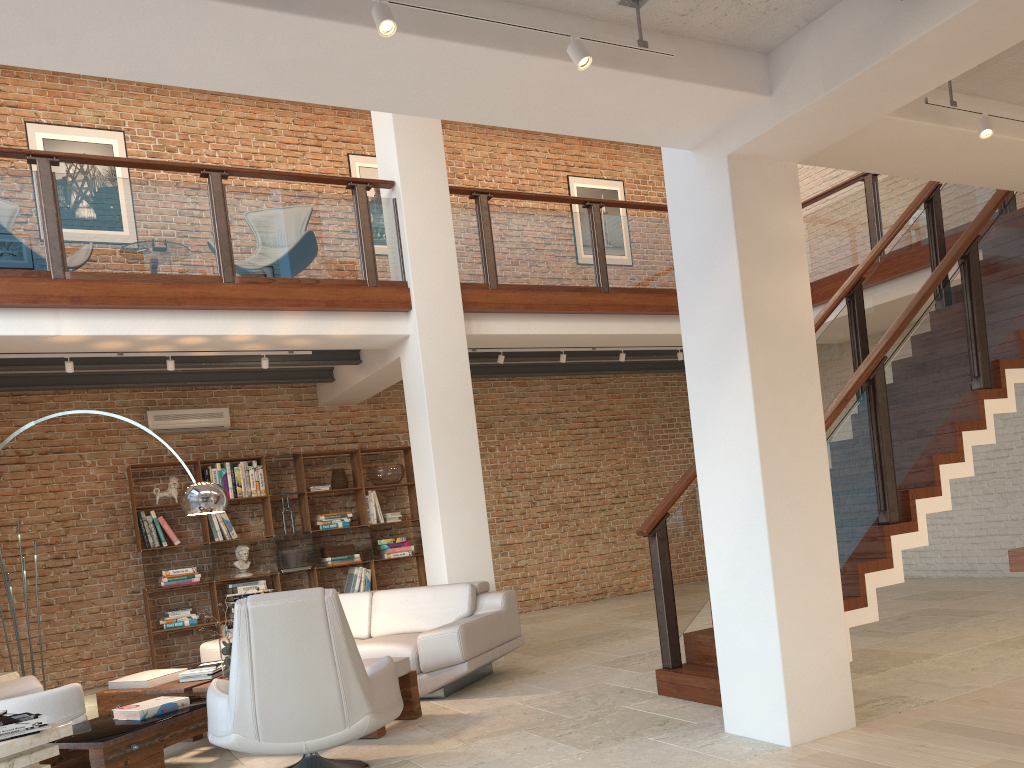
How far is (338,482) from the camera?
9.62m

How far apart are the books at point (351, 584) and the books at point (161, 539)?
2.0 meters

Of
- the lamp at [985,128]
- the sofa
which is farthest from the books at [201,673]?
the lamp at [985,128]

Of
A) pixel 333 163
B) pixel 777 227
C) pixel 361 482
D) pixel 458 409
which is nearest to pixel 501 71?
pixel 777 227

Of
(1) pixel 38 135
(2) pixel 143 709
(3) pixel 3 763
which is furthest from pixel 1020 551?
(1) pixel 38 135

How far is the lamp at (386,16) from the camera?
2.9m

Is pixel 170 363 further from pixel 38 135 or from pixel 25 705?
pixel 38 135

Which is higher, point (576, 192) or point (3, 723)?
point (576, 192)

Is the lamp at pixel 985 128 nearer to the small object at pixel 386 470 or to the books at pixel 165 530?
the small object at pixel 386 470

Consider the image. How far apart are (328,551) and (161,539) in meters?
1.7 m
